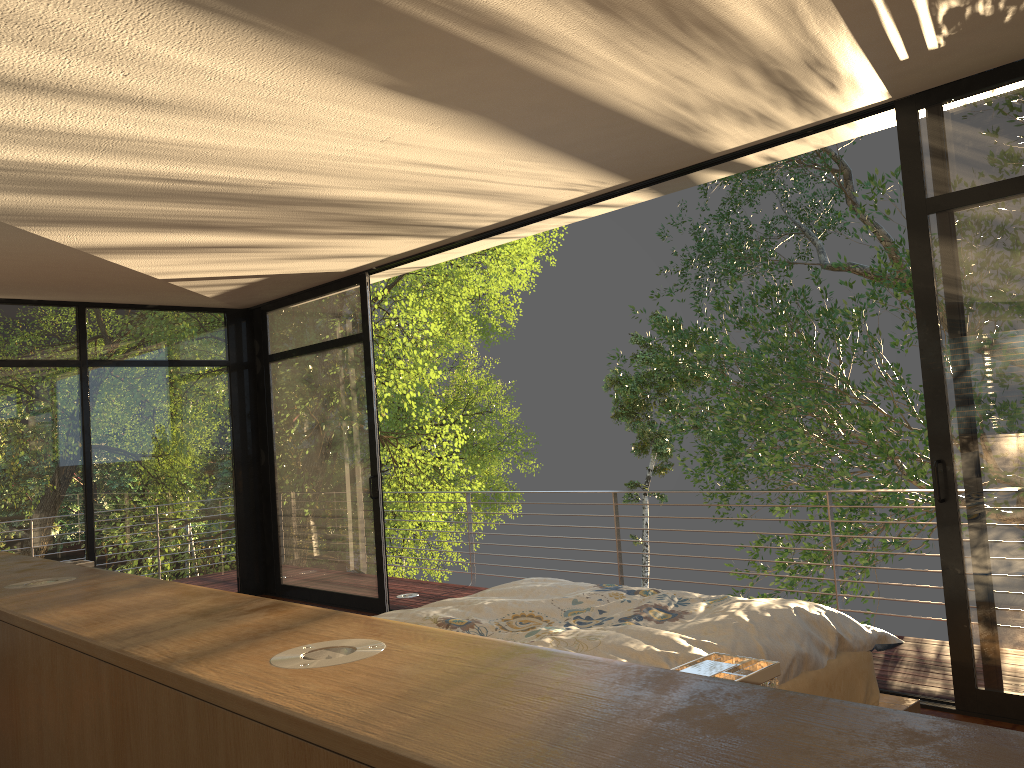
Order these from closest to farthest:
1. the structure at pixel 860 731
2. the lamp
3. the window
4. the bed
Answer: the structure at pixel 860 731
the lamp
the bed
the window

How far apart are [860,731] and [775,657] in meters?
1.9 m

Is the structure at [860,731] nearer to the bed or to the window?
the bed

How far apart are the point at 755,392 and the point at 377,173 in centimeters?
813cm

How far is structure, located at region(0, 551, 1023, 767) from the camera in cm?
70

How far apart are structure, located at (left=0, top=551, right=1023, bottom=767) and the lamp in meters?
0.3 m

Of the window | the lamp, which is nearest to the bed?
the window

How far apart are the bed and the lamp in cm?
102

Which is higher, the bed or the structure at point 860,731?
the structure at point 860,731

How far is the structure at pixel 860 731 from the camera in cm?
70
